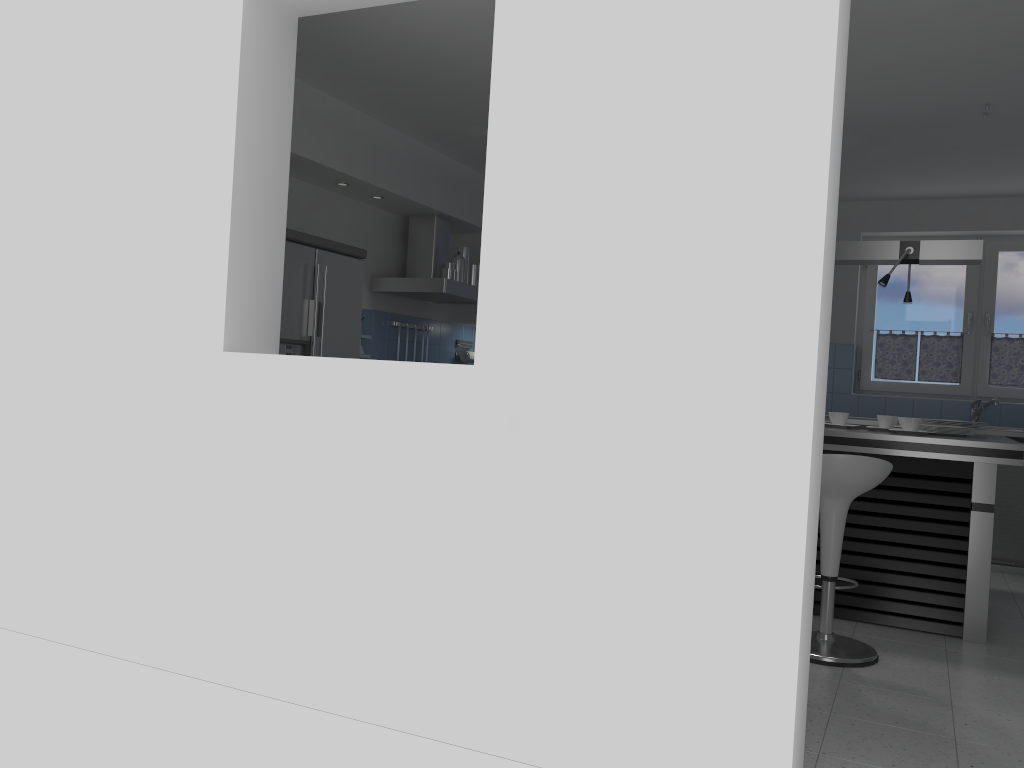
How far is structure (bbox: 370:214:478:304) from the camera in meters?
6.2 m

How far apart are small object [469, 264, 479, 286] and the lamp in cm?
274

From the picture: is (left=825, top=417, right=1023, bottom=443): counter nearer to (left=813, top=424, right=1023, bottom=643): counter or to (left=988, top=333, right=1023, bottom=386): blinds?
(left=988, top=333, right=1023, bottom=386): blinds

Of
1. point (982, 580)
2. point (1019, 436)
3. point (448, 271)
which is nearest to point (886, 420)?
point (982, 580)

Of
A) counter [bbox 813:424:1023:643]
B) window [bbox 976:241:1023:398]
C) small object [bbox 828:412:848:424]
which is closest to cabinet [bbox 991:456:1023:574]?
window [bbox 976:241:1023:398]

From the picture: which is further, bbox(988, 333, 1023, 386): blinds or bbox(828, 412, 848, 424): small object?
bbox(988, 333, 1023, 386): blinds

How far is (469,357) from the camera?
7.6 meters

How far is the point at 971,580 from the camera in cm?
427

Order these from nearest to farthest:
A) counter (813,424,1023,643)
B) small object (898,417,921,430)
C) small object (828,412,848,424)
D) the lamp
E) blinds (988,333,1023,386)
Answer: counter (813,424,1023,643)
small object (898,417,921,430)
the lamp
small object (828,412,848,424)
blinds (988,333,1023,386)

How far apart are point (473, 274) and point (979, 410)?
3.9 meters
